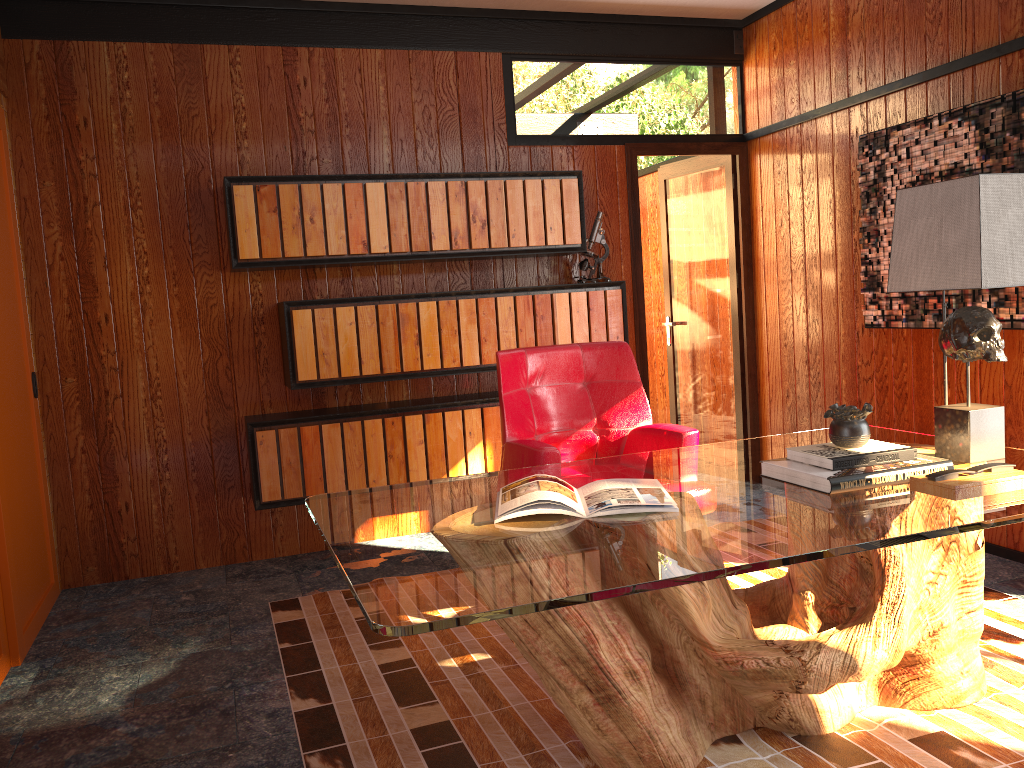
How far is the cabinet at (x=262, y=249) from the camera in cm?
381

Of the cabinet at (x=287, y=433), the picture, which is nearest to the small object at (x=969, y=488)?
the picture

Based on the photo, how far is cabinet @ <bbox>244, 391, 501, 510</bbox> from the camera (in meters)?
3.89

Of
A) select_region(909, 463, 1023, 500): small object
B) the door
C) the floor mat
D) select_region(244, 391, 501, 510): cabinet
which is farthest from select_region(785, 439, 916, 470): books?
the door

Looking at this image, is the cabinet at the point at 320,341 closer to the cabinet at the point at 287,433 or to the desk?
the cabinet at the point at 287,433

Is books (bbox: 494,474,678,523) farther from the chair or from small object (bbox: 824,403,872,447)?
the chair

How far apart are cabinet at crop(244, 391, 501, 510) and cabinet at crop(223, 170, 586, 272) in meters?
0.7 m

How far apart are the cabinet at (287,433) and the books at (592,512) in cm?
184

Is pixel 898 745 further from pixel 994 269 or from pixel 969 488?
pixel 994 269

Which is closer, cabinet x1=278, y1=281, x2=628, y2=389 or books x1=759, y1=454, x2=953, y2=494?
books x1=759, y1=454, x2=953, y2=494
